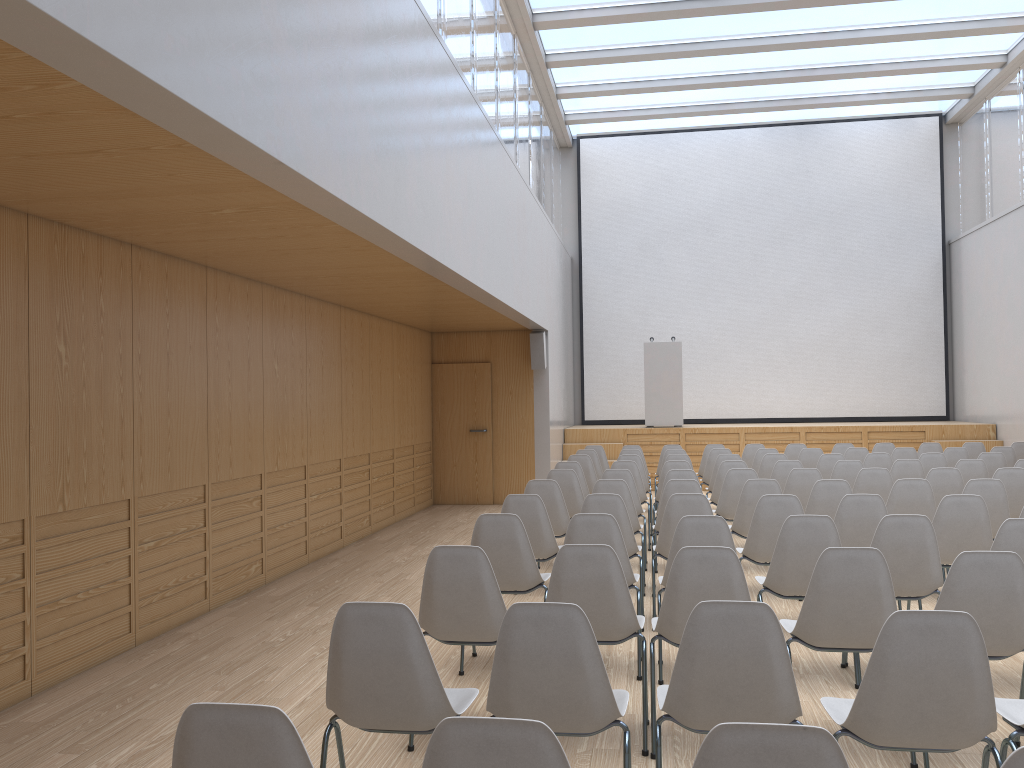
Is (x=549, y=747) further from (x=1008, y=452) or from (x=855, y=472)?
(x=1008, y=452)

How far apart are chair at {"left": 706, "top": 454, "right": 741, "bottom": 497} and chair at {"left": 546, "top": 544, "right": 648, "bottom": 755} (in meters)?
5.57

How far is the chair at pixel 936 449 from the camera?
10.95m

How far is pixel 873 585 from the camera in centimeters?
349cm

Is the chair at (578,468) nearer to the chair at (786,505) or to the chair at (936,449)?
the chair at (786,505)

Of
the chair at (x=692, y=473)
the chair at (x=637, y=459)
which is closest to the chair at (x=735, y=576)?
the chair at (x=692, y=473)

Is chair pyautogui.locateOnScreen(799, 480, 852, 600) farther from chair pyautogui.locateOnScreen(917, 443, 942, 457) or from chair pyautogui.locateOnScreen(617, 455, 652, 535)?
chair pyautogui.locateOnScreen(917, 443, 942, 457)

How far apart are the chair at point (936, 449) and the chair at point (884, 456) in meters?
A: 2.2

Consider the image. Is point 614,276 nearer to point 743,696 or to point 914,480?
point 914,480

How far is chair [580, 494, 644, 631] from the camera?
5.6m
